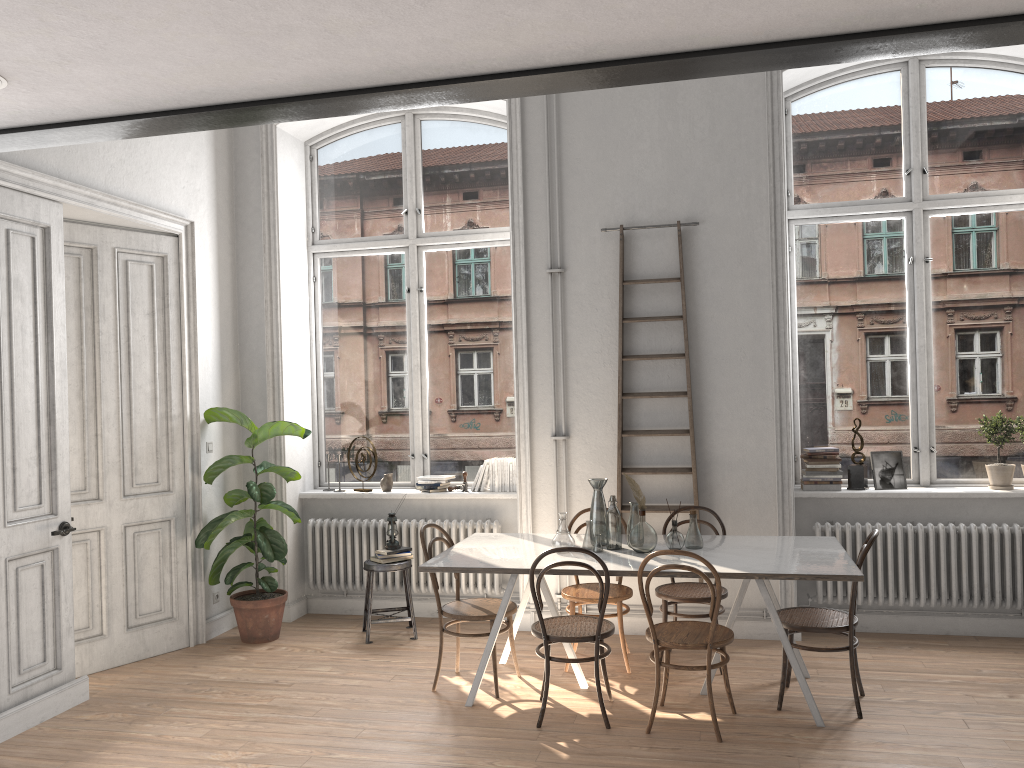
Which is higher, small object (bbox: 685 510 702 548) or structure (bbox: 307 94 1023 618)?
small object (bbox: 685 510 702 548)

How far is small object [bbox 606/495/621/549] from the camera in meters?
5.0 m

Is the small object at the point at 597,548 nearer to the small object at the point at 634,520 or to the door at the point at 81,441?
the small object at the point at 634,520

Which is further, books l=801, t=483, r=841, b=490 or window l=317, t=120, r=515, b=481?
window l=317, t=120, r=515, b=481

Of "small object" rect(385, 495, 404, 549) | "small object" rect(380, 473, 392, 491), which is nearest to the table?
"small object" rect(385, 495, 404, 549)

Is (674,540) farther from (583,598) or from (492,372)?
(492,372)

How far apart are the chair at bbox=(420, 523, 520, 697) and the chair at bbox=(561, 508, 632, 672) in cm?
38

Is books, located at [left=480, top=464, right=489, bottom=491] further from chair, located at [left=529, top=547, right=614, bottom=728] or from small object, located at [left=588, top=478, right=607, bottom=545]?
chair, located at [left=529, top=547, right=614, bottom=728]

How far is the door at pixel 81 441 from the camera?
5.51m

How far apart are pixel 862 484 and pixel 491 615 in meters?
2.8 m
